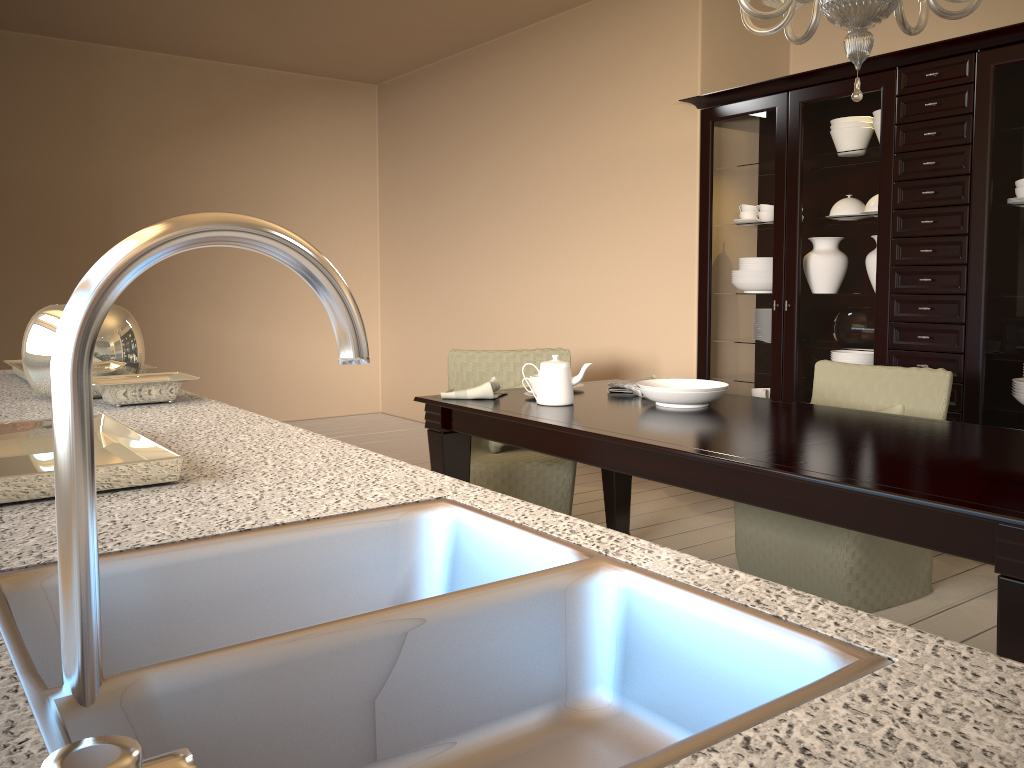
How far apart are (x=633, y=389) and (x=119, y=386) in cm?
173

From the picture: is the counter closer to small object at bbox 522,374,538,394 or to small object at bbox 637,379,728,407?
small object at bbox 522,374,538,394

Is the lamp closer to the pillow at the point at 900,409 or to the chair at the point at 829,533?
the chair at the point at 829,533

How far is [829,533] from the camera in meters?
2.8 m

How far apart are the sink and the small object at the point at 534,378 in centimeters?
195cm

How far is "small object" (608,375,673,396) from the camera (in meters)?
Result: 2.98

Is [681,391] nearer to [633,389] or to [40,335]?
[633,389]

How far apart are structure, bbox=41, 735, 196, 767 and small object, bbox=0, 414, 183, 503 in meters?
0.8 m

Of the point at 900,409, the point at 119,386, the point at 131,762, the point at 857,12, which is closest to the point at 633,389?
the point at 900,409

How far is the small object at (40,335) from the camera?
1.8 meters
